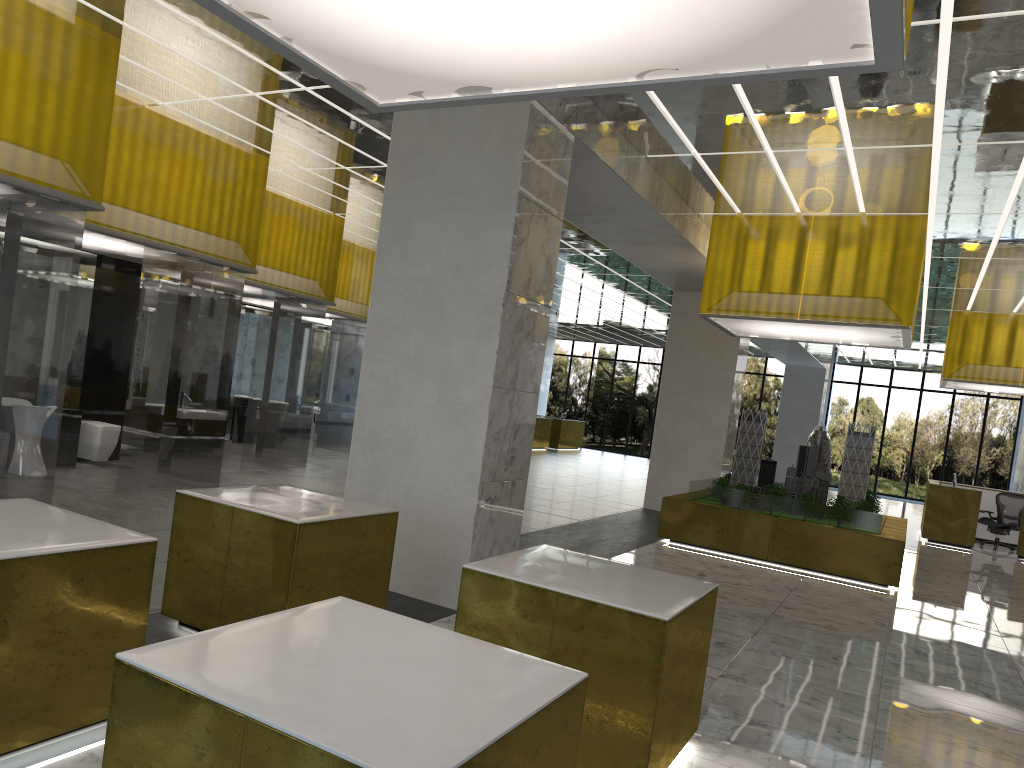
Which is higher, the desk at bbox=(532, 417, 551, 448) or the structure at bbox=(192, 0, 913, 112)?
the structure at bbox=(192, 0, 913, 112)

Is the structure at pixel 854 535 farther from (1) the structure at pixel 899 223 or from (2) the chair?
(2) the chair

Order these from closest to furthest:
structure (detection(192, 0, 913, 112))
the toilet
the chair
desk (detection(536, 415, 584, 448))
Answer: structure (detection(192, 0, 913, 112)), the toilet, the chair, desk (detection(536, 415, 584, 448))

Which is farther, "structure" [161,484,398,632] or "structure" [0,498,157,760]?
"structure" [161,484,398,632]

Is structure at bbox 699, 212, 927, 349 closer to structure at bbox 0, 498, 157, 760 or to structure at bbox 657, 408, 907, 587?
structure at bbox 657, 408, 907, 587

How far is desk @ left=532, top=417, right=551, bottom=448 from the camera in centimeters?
4112cm

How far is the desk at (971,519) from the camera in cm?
2361

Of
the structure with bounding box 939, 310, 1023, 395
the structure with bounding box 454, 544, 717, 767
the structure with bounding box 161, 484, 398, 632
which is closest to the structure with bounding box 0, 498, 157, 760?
the structure with bounding box 161, 484, 398, 632

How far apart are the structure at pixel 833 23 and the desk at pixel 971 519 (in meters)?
22.08

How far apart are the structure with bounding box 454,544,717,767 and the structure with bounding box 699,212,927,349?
10.1m
